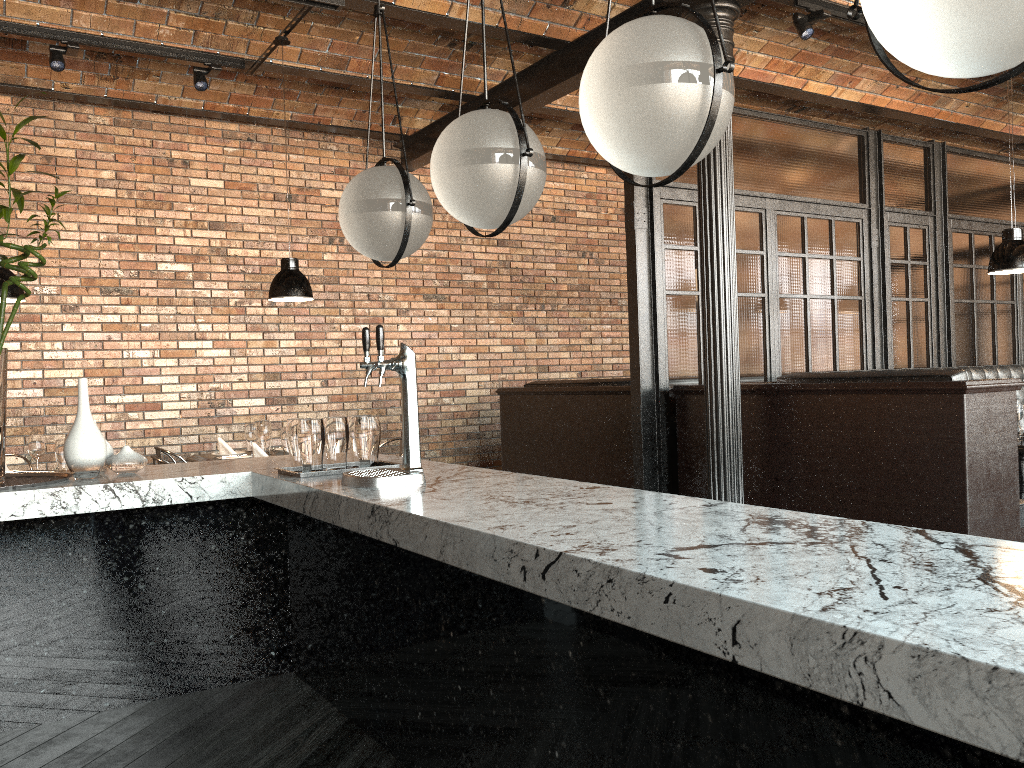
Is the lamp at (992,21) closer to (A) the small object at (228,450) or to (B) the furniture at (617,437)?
(B) the furniture at (617,437)

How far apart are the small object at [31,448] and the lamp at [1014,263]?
5.7 meters

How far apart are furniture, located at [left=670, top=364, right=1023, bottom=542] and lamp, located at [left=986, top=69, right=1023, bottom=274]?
1.3 meters

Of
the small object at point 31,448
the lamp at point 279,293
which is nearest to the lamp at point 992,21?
the lamp at point 279,293

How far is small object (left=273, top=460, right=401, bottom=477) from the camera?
3.3m

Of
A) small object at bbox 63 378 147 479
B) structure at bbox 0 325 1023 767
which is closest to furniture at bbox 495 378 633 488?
structure at bbox 0 325 1023 767

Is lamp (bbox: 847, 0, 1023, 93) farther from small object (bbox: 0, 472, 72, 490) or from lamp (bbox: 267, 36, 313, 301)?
lamp (bbox: 267, 36, 313, 301)

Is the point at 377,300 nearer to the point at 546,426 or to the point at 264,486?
the point at 546,426

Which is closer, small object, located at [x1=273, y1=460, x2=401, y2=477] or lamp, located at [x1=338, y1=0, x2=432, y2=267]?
lamp, located at [x1=338, y1=0, x2=432, y2=267]

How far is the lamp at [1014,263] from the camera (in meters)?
5.28
